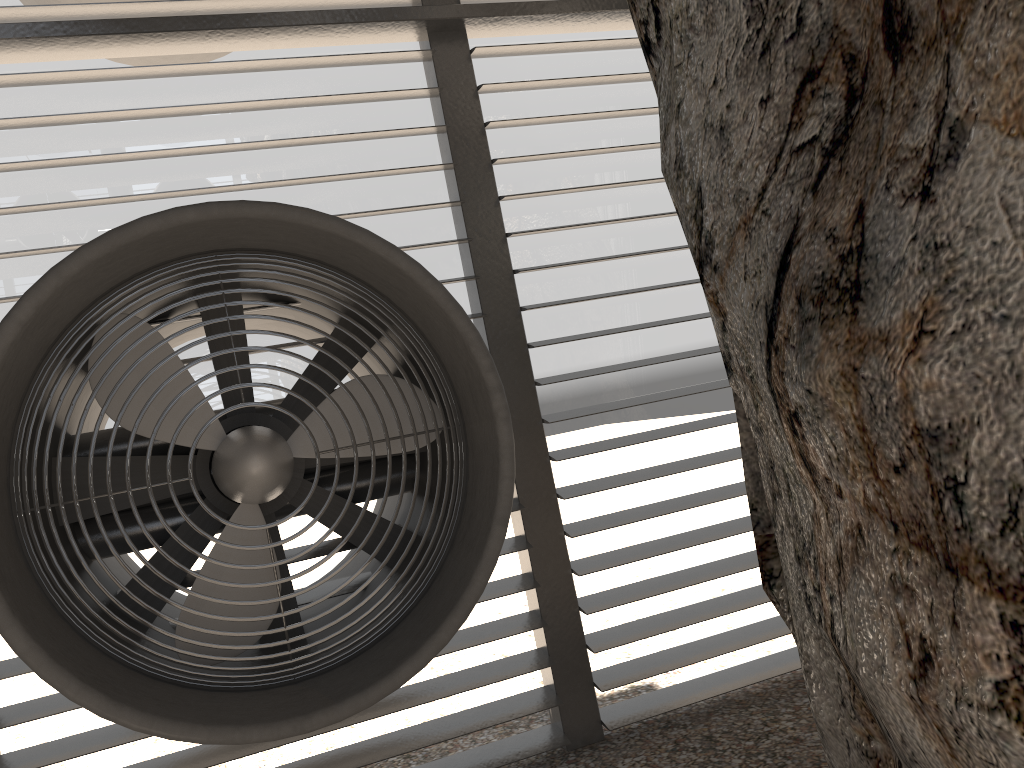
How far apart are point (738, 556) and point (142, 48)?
3.8 meters
